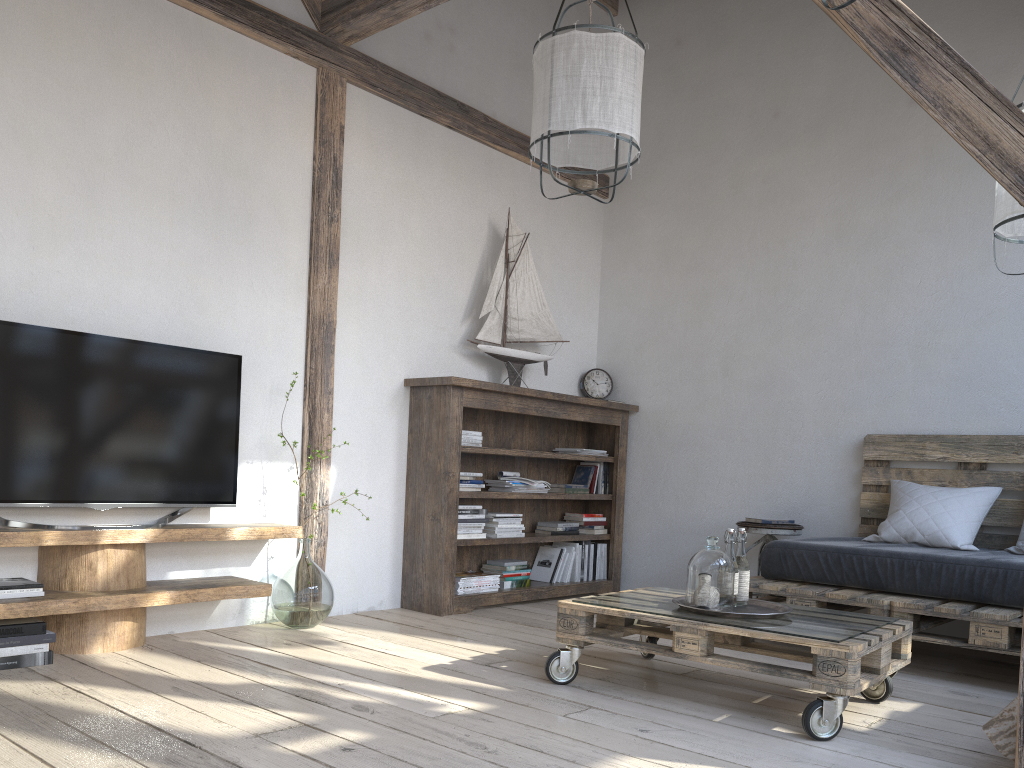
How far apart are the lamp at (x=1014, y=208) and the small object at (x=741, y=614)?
1.4 meters

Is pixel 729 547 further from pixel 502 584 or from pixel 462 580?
pixel 502 584

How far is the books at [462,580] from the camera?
4.4 meters

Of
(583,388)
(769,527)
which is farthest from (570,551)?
(769,527)

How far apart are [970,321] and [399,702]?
3.30m

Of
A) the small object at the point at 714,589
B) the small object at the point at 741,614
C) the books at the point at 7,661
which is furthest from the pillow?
the books at the point at 7,661

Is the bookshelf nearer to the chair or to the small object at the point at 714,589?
the chair

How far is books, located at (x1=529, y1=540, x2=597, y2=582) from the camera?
5.0 meters

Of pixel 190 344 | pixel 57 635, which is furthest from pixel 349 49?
pixel 57 635

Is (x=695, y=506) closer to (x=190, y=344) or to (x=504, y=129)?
(x=504, y=129)
